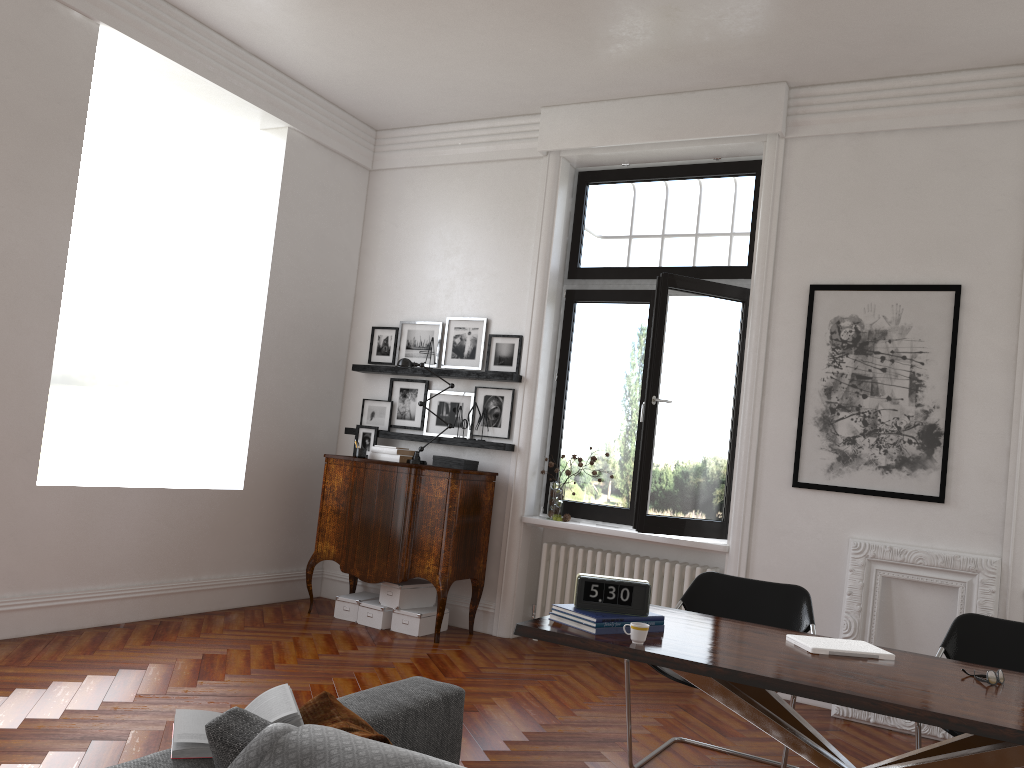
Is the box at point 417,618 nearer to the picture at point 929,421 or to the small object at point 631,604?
the picture at point 929,421

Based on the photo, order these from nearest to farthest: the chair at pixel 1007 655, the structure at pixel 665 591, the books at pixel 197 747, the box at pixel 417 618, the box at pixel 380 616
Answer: the books at pixel 197 747 → the chair at pixel 1007 655 → the structure at pixel 665 591 → the box at pixel 417 618 → the box at pixel 380 616

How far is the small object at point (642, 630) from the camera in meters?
3.0 m

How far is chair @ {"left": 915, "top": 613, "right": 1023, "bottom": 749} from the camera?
3.8m

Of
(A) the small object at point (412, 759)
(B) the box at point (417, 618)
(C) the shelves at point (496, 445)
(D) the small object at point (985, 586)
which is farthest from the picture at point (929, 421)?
(A) the small object at point (412, 759)

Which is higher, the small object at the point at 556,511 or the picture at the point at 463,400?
the picture at the point at 463,400

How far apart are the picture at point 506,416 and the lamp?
0.5 meters

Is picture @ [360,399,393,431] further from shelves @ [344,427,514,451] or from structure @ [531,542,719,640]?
structure @ [531,542,719,640]

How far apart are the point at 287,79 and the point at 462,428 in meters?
3.0

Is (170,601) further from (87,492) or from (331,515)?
(331,515)
